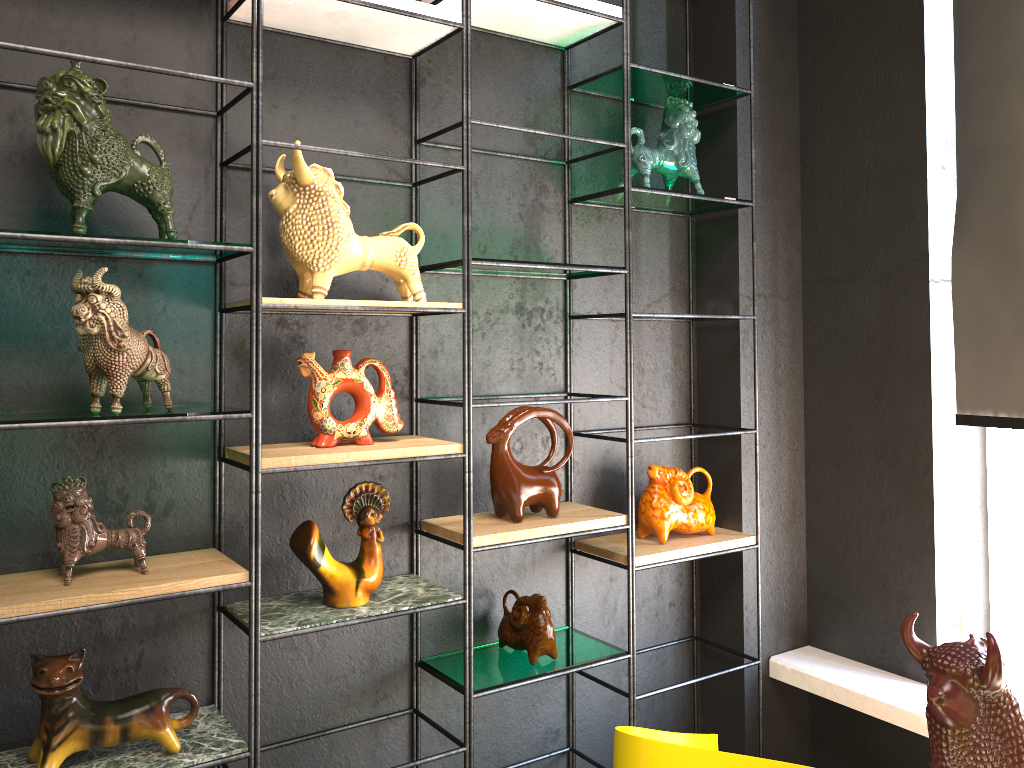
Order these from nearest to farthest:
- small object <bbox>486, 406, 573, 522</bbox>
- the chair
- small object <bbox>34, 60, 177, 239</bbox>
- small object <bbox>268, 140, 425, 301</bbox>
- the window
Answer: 1. the chair
2. small object <bbox>34, 60, 177, 239</bbox>
3. small object <bbox>268, 140, 425, 301</bbox>
4. small object <bbox>486, 406, 573, 522</bbox>
5. the window

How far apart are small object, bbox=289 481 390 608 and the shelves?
0.0 meters

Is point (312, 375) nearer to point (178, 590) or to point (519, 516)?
point (178, 590)

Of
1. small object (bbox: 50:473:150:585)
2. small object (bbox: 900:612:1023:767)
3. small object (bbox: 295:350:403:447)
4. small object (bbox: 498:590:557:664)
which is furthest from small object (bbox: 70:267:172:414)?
small object (bbox: 900:612:1023:767)

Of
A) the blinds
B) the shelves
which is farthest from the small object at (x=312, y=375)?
the blinds

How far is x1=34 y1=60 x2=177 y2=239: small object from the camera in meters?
1.6

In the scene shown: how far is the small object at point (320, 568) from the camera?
1.96m

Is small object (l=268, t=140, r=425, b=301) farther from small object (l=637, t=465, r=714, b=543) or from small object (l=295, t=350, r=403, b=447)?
small object (l=637, t=465, r=714, b=543)

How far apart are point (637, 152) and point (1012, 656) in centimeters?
186cm

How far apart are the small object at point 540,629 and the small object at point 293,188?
0.8m
